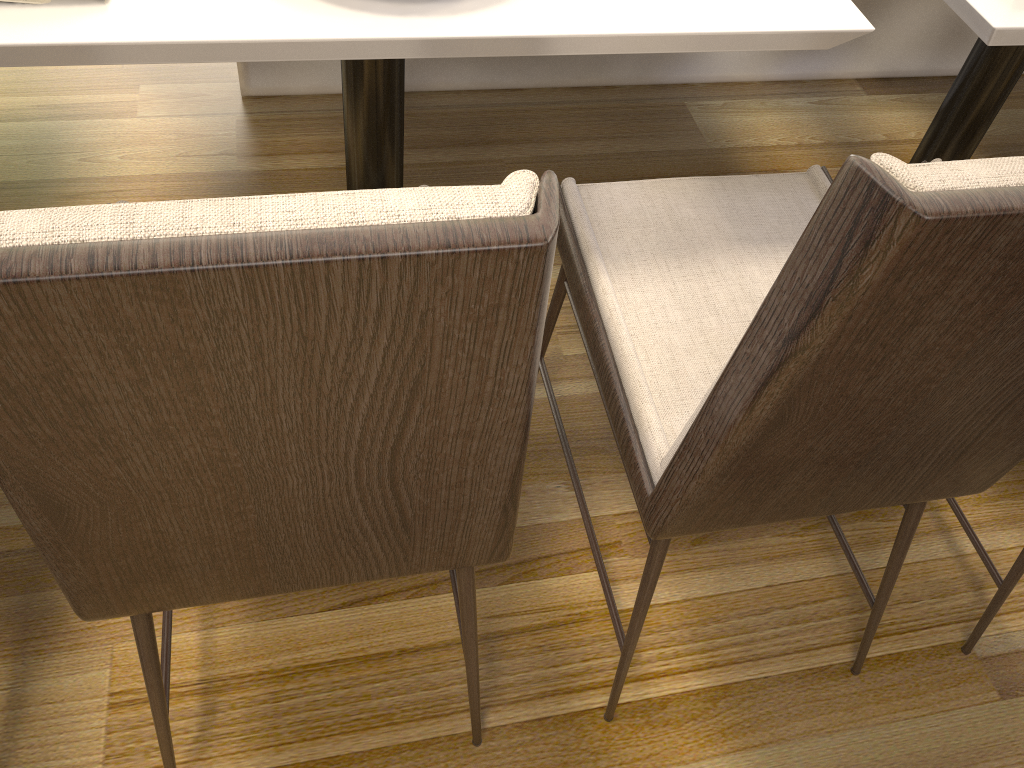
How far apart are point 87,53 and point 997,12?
0.98m

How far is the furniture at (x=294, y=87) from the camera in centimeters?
201cm

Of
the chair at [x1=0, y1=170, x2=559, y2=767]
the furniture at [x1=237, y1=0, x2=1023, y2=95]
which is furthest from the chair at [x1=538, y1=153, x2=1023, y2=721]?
the furniture at [x1=237, y1=0, x2=1023, y2=95]

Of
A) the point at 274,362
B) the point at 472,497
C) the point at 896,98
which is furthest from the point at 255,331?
the point at 896,98

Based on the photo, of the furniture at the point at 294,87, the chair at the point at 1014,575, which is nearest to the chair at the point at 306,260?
the chair at the point at 1014,575

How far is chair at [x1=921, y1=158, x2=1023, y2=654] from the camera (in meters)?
1.23

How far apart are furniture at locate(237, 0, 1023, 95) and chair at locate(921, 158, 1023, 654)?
1.30m

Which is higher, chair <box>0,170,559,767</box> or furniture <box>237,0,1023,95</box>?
chair <box>0,170,559,767</box>

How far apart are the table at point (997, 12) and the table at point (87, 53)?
0.2 meters

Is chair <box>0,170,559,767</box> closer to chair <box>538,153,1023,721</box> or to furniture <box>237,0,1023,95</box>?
chair <box>538,153,1023,721</box>
